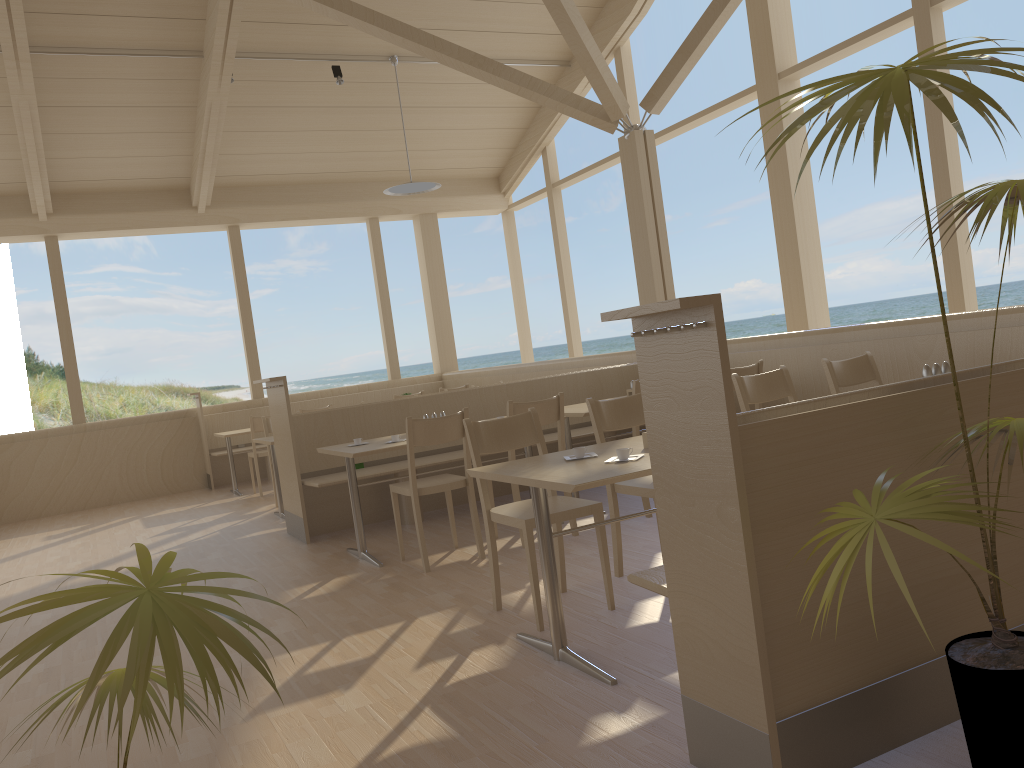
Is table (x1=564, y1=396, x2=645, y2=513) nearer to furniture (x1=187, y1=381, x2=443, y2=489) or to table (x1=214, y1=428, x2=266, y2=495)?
table (x1=214, y1=428, x2=266, y2=495)

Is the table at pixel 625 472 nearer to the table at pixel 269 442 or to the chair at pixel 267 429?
the table at pixel 269 442

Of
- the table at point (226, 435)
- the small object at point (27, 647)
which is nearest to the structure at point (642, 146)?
the table at point (226, 435)

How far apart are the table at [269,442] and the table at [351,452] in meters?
1.6 m

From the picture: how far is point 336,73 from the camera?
8.6 meters

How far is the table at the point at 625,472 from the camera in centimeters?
265cm

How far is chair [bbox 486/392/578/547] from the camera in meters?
4.7

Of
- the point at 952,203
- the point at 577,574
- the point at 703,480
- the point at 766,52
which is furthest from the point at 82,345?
the point at 952,203

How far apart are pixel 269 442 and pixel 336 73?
4.0 meters

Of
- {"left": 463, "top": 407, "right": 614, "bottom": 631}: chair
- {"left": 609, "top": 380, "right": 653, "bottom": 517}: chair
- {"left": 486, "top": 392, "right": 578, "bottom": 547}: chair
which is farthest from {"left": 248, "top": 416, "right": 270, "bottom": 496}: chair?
{"left": 463, "top": 407, "right": 614, "bottom": 631}: chair
